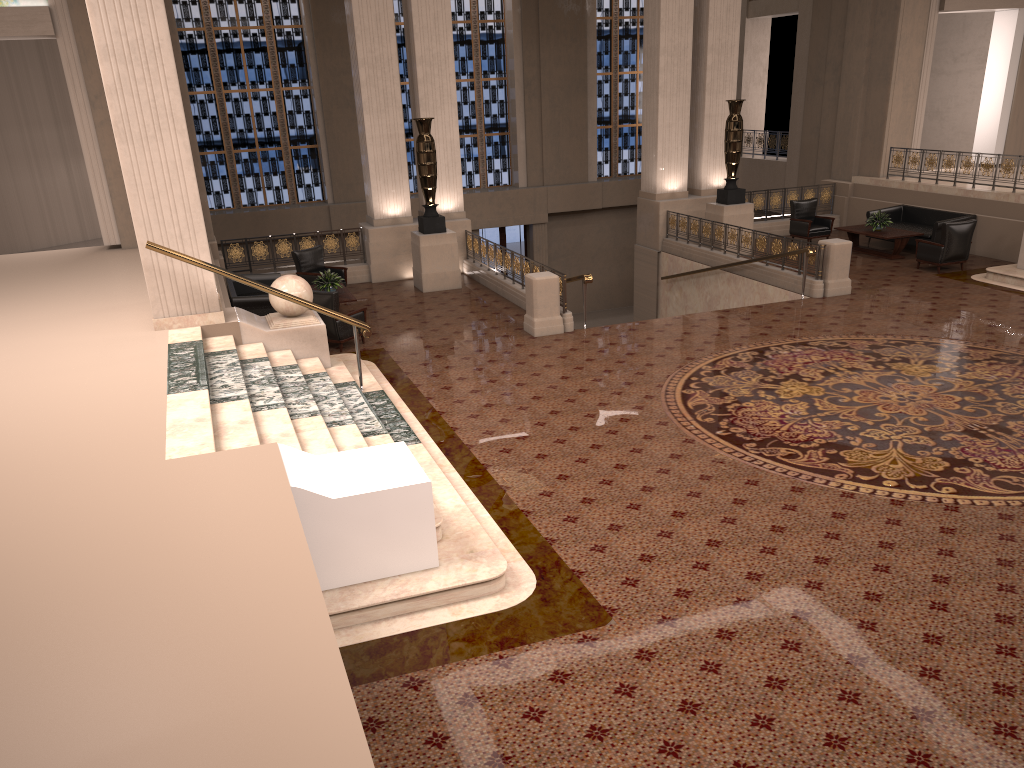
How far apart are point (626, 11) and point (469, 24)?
4.6m

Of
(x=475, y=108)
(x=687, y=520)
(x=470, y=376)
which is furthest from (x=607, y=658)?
(x=475, y=108)

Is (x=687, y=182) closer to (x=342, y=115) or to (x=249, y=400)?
(x=342, y=115)

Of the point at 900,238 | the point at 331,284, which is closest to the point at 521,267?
the point at 331,284

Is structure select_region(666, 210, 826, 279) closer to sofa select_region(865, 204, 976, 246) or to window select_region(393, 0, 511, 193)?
sofa select_region(865, 204, 976, 246)

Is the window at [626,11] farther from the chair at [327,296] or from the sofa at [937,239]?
the chair at [327,296]

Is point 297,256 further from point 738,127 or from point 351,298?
point 738,127

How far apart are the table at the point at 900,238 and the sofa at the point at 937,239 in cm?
36

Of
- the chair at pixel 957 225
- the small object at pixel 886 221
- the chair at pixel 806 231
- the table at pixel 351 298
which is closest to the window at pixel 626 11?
the chair at pixel 806 231

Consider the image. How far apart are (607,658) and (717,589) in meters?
1.1
